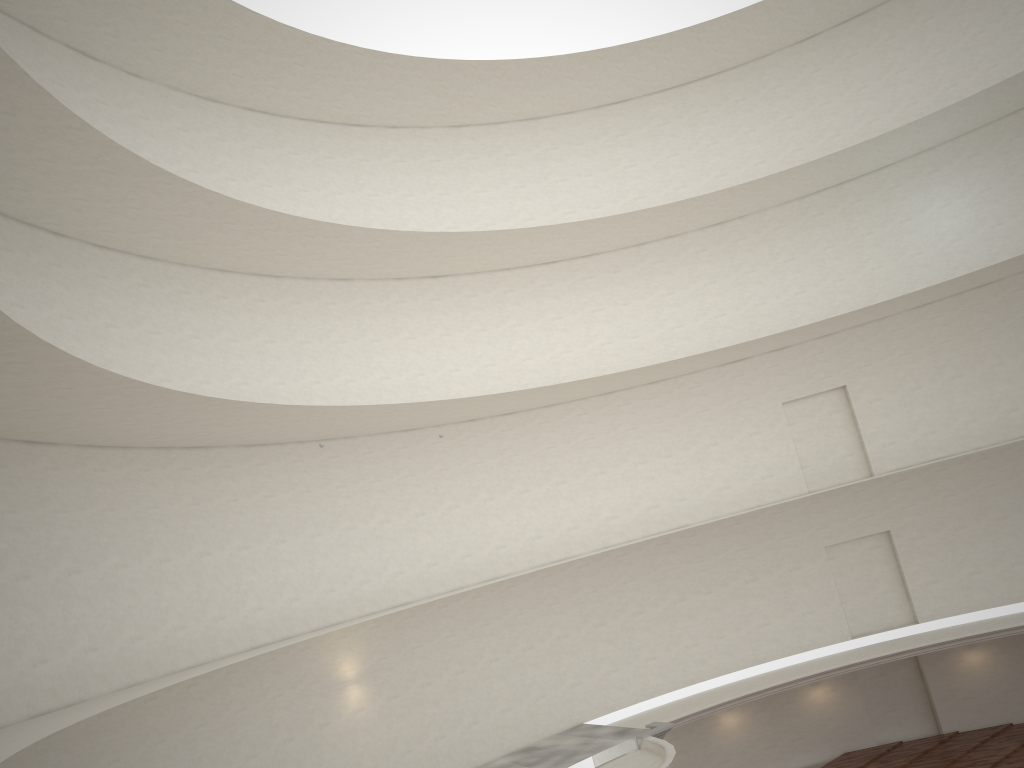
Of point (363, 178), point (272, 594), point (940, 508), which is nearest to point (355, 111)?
point (363, 178)
